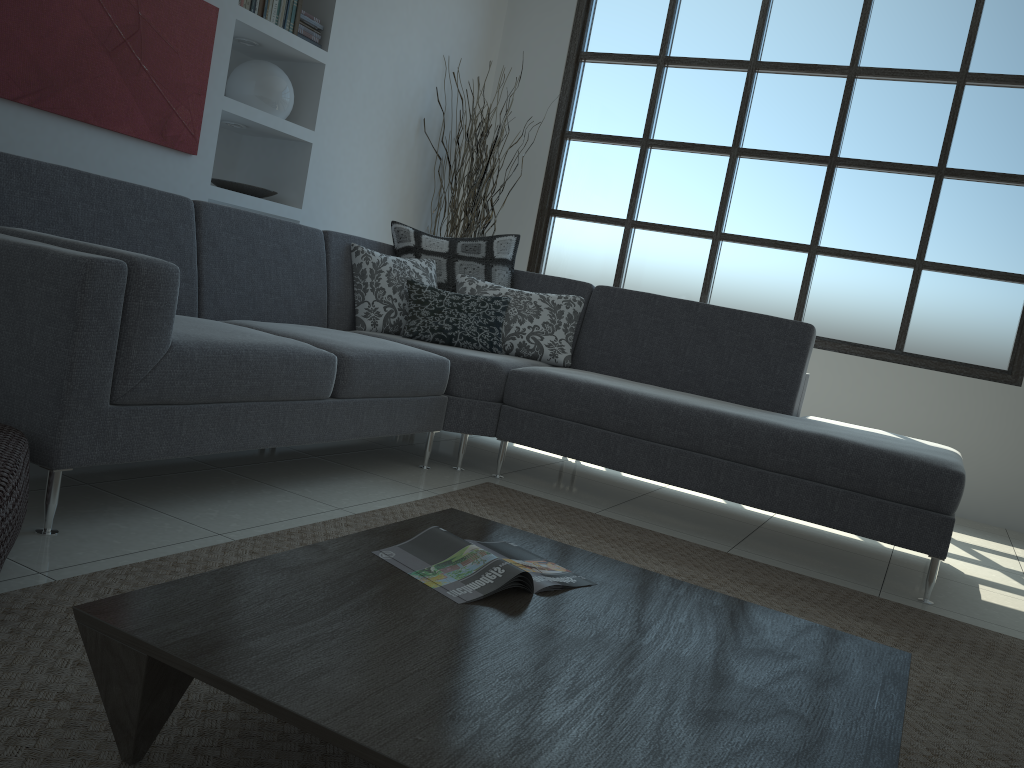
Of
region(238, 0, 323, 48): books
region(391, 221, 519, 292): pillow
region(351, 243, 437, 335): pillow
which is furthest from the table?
region(238, 0, 323, 48): books

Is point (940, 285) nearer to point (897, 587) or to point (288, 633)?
point (897, 587)

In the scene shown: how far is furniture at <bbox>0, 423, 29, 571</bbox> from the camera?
1.57m

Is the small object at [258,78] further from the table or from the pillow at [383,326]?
the table

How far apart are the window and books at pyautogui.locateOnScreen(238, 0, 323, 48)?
1.9m

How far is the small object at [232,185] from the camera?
4.5 meters

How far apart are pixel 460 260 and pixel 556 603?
2.85m

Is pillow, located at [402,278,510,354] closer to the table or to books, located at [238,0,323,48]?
books, located at [238,0,323,48]

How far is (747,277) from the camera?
5.52m

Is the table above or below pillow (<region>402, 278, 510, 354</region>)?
below
